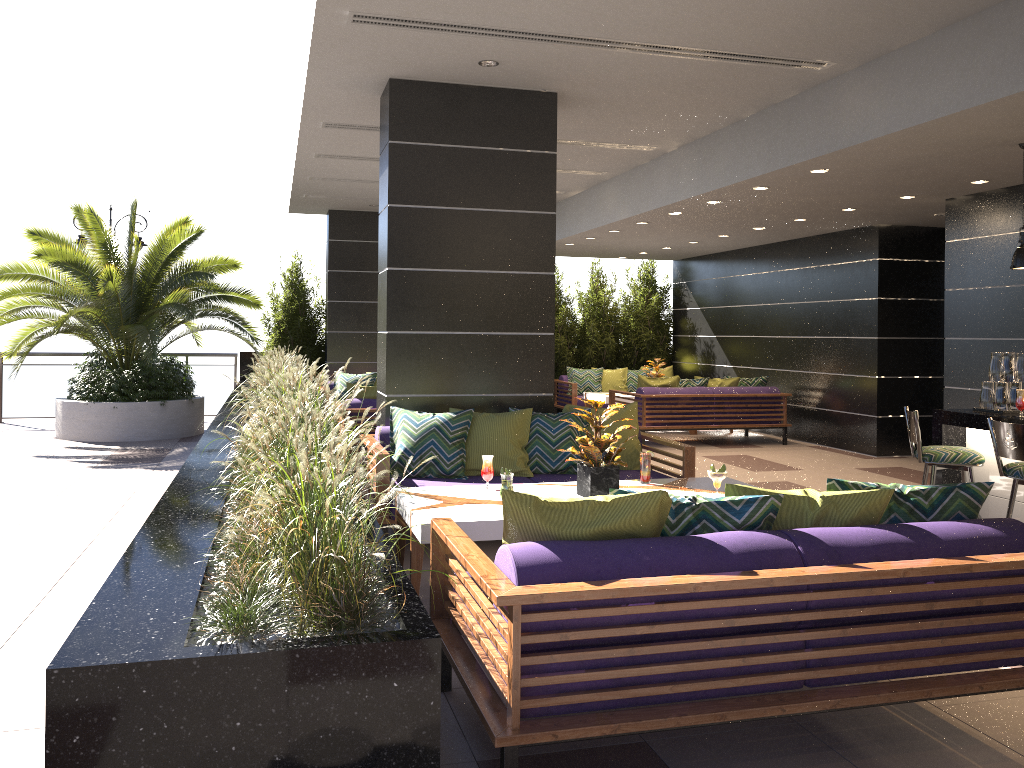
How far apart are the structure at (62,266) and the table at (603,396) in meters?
4.8

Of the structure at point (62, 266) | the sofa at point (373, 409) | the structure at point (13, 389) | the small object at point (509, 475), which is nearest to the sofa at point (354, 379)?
the structure at point (62, 266)

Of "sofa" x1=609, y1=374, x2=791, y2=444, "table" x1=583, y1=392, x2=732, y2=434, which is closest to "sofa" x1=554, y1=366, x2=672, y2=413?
"table" x1=583, y1=392, x2=732, y2=434

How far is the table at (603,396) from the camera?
12.4 meters

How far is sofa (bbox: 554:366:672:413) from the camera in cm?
1396

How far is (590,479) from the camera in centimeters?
465cm

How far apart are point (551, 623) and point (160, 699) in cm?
110

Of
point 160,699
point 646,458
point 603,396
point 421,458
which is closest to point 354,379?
point 603,396

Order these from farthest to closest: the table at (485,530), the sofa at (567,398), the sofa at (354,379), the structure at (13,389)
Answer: the sofa at (567,398) < the structure at (13,389) < the sofa at (354,379) < the table at (485,530)

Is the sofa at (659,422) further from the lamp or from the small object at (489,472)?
the small object at (489,472)
